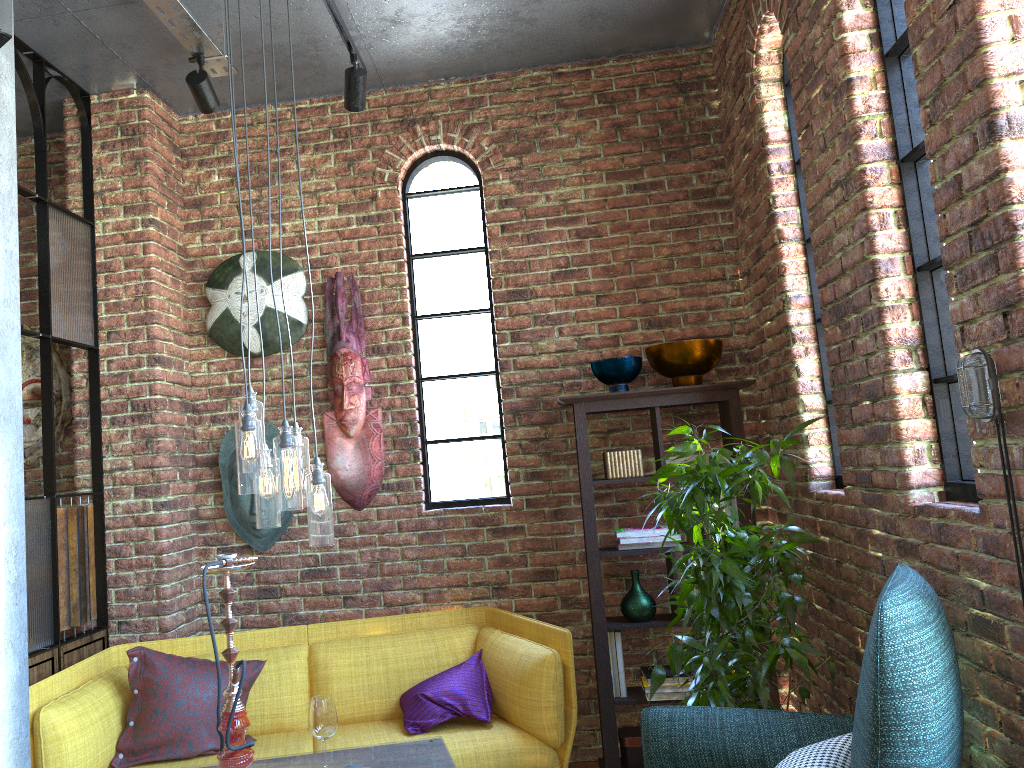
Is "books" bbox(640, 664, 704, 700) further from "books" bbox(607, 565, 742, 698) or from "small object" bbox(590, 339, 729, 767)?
"small object" bbox(590, 339, 729, 767)

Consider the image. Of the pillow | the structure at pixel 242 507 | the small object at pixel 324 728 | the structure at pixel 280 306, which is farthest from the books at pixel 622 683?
the structure at pixel 280 306

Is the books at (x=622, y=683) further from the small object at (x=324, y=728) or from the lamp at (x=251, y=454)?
the lamp at (x=251, y=454)

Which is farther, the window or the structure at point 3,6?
the structure at point 3,6

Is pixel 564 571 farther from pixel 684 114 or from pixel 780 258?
pixel 684 114

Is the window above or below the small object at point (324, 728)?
above

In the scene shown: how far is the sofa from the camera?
3.2 meters

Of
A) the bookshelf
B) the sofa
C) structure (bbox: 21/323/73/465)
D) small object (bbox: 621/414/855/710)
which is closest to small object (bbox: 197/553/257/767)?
the sofa

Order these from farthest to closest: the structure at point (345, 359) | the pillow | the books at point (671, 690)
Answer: the structure at point (345, 359), the books at point (671, 690), the pillow

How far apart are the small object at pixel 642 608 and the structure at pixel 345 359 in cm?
105
